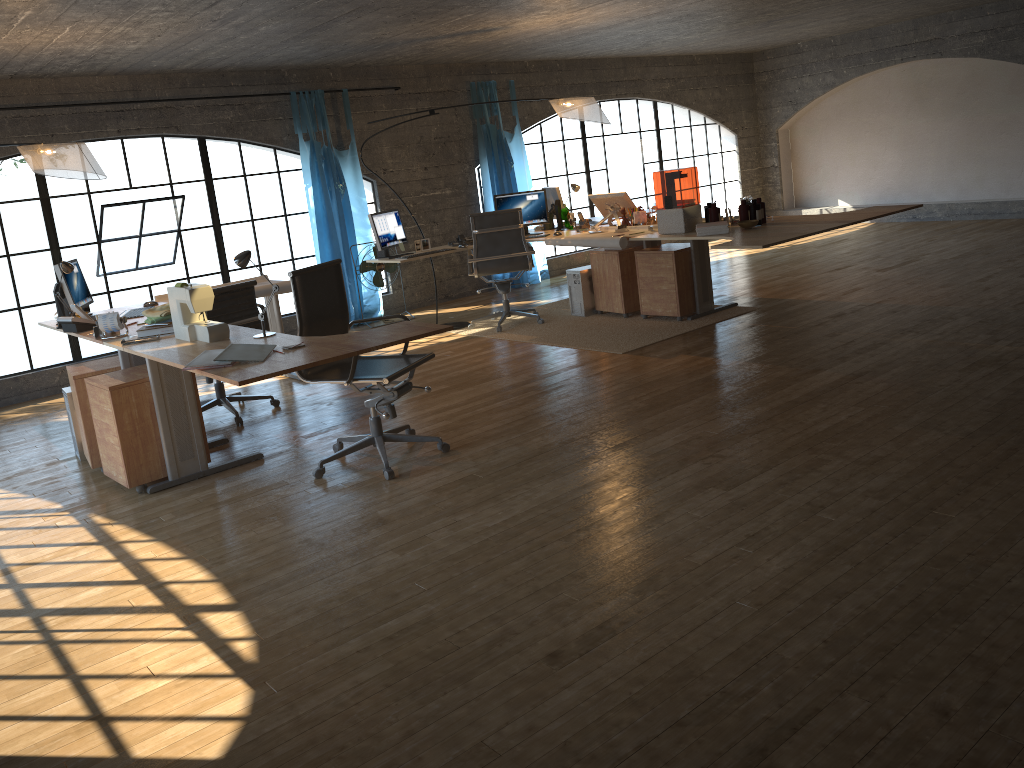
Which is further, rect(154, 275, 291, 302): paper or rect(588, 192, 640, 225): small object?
rect(588, 192, 640, 225): small object

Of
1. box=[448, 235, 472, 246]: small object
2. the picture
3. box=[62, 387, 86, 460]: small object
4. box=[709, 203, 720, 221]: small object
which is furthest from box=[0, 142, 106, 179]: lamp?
box=[709, 203, 720, 221]: small object

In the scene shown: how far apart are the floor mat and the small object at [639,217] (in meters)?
0.78

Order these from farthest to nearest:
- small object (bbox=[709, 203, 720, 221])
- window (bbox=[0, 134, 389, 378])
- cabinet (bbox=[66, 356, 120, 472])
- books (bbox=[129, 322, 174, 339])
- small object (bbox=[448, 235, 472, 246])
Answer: window (bbox=[0, 134, 389, 378]), small object (bbox=[448, 235, 472, 246]), small object (bbox=[709, 203, 720, 221]), cabinet (bbox=[66, 356, 120, 472]), books (bbox=[129, 322, 174, 339])

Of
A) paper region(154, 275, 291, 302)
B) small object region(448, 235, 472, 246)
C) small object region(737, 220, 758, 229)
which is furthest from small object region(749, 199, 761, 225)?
paper region(154, 275, 291, 302)

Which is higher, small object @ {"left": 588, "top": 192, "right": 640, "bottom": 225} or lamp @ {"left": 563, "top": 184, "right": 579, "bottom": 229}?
lamp @ {"left": 563, "top": 184, "right": 579, "bottom": 229}

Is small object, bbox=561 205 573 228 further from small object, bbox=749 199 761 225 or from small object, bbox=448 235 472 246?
small object, bbox=749 199 761 225

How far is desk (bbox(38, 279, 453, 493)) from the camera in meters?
3.4 m

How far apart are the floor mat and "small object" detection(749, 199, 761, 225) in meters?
0.9 m

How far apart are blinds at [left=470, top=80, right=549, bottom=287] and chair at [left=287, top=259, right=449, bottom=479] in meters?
5.2 m
